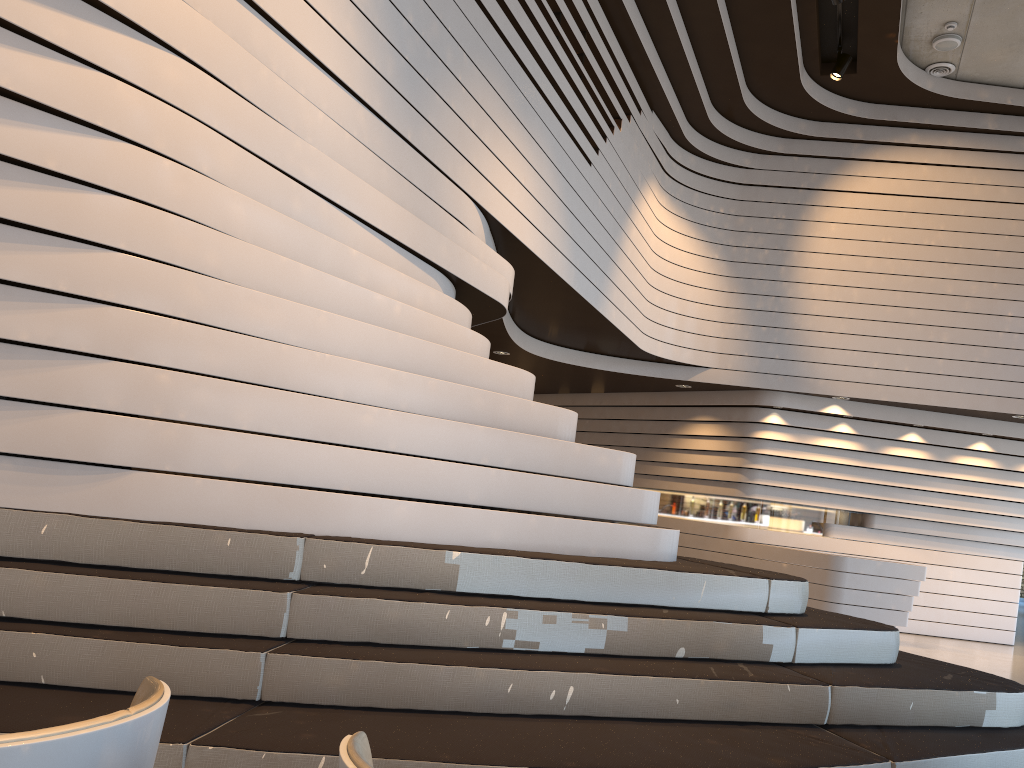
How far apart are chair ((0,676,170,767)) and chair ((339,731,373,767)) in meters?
0.3 m

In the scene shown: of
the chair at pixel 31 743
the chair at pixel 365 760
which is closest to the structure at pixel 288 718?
the chair at pixel 31 743

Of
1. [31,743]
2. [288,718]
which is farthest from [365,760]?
[288,718]

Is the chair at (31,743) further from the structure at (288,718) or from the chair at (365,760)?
the structure at (288,718)

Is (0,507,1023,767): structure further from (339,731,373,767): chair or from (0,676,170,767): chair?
(339,731,373,767): chair

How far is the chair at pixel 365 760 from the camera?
1.20m

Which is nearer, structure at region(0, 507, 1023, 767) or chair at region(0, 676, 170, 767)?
chair at region(0, 676, 170, 767)

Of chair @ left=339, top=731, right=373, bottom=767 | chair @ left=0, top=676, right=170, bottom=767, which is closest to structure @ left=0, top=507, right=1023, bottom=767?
chair @ left=0, top=676, right=170, bottom=767

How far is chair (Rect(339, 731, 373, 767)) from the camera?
1.2 meters

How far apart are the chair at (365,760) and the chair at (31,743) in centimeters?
30cm
